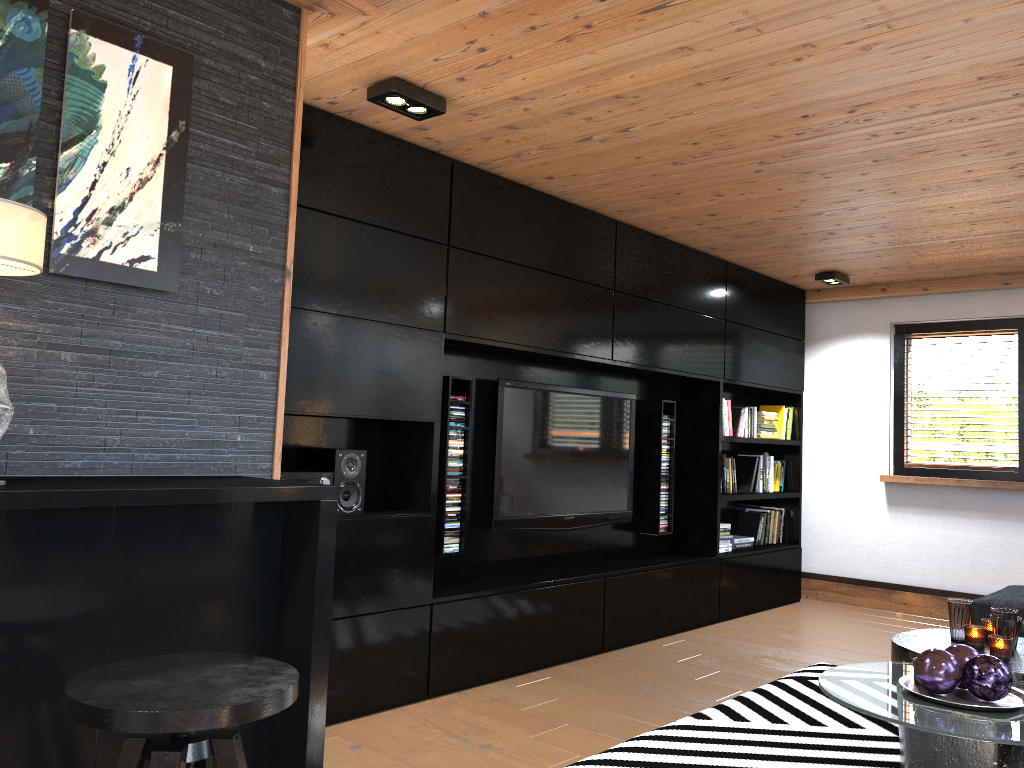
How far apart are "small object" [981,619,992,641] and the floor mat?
0.5 meters

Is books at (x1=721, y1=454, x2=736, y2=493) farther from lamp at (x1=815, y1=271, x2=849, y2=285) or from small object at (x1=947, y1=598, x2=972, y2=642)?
small object at (x1=947, y1=598, x2=972, y2=642)

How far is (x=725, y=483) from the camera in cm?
606

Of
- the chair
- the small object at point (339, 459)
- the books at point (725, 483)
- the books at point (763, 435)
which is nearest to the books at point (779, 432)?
the books at point (763, 435)

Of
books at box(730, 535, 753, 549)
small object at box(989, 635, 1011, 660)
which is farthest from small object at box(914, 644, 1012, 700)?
books at box(730, 535, 753, 549)

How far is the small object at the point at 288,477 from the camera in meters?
3.4 m

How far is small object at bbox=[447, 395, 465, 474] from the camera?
4.2m

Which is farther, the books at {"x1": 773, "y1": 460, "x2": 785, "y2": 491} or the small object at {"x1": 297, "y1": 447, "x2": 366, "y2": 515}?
the books at {"x1": 773, "y1": 460, "x2": 785, "y2": 491}

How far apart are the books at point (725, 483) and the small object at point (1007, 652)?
2.78m

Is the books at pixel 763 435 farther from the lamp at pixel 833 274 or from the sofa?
the sofa
